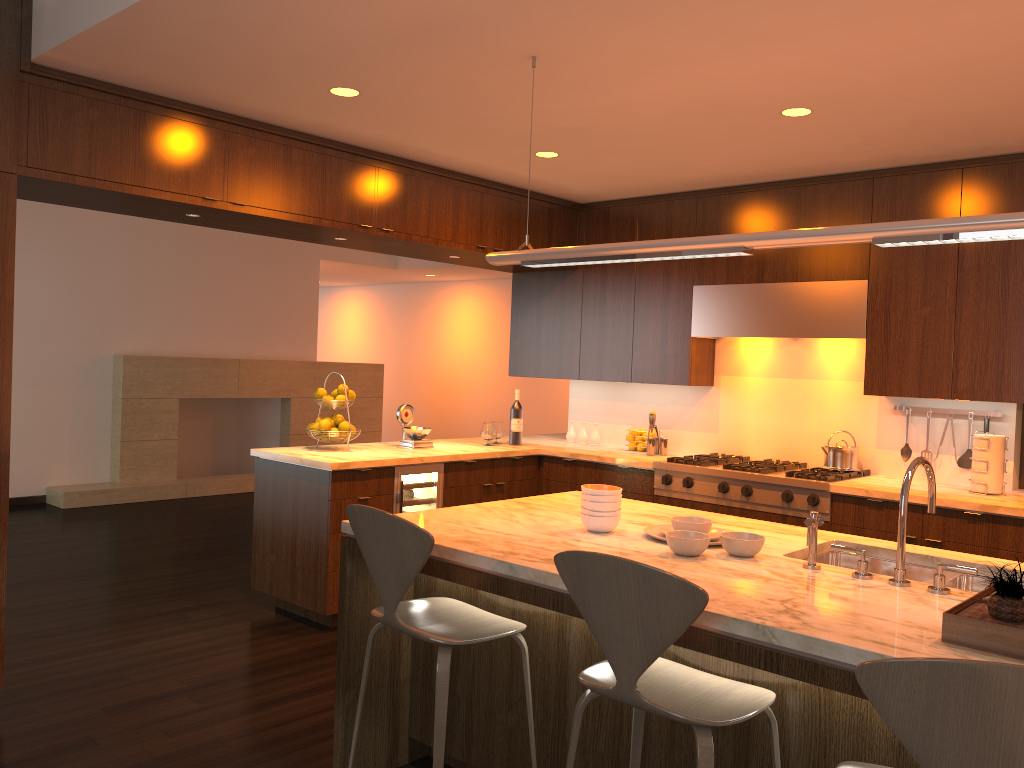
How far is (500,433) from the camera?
6.0 meters

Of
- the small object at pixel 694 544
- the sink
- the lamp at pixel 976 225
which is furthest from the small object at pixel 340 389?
the sink

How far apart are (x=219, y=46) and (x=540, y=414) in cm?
841

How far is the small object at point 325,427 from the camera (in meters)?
5.10

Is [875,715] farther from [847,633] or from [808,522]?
[808,522]

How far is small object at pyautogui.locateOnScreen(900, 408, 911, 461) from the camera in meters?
4.9 m

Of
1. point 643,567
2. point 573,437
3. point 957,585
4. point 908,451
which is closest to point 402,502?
point 573,437

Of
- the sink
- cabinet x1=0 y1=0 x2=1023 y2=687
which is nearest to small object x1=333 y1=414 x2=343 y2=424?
cabinet x1=0 y1=0 x2=1023 y2=687

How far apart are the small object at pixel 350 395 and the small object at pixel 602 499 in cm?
259

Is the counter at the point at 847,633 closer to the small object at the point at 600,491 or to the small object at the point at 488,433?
the small object at the point at 600,491
